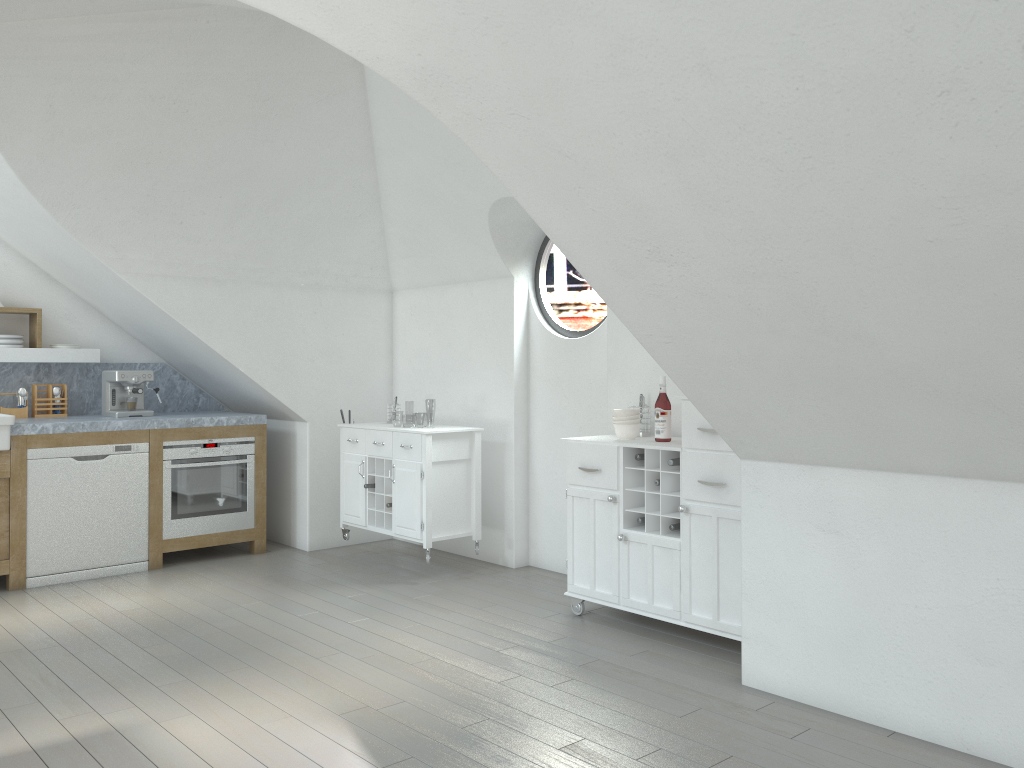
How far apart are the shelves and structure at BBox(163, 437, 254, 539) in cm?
94

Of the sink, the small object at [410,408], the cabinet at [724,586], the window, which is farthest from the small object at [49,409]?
the small object at [410,408]

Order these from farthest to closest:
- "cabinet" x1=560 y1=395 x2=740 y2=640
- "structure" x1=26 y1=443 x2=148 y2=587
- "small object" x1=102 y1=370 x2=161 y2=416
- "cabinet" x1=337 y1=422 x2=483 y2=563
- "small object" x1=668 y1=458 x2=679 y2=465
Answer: "small object" x1=102 y1=370 x2=161 y2=416
"cabinet" x1=337 y1=422 x2=483 y2=563
"structure" x1=26 y1=443 x2=148 y2=587
"small object" x1=668 y1=458 x2=679 y2=465
"cabinet" x1=560 y1=395 x2=740 y2=640

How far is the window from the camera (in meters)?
5.76

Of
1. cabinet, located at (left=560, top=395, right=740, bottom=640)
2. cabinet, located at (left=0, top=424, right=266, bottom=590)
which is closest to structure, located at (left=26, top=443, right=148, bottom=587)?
cabinet, located at (left=0, top=424, right=266, bottom=590)

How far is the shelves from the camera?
5.81m

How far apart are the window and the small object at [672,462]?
1.5 meters

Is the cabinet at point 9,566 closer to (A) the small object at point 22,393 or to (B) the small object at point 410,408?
(A) the small object at point 22,393

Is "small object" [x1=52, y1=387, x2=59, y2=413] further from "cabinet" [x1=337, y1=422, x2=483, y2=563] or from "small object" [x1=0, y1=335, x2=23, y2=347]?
"cabinet" [x1=337, y1=422, x2=483, y2=563]

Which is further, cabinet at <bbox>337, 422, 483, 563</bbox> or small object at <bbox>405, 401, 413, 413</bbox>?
small object at <bbox>405, 401, 413, 413</bbox>
